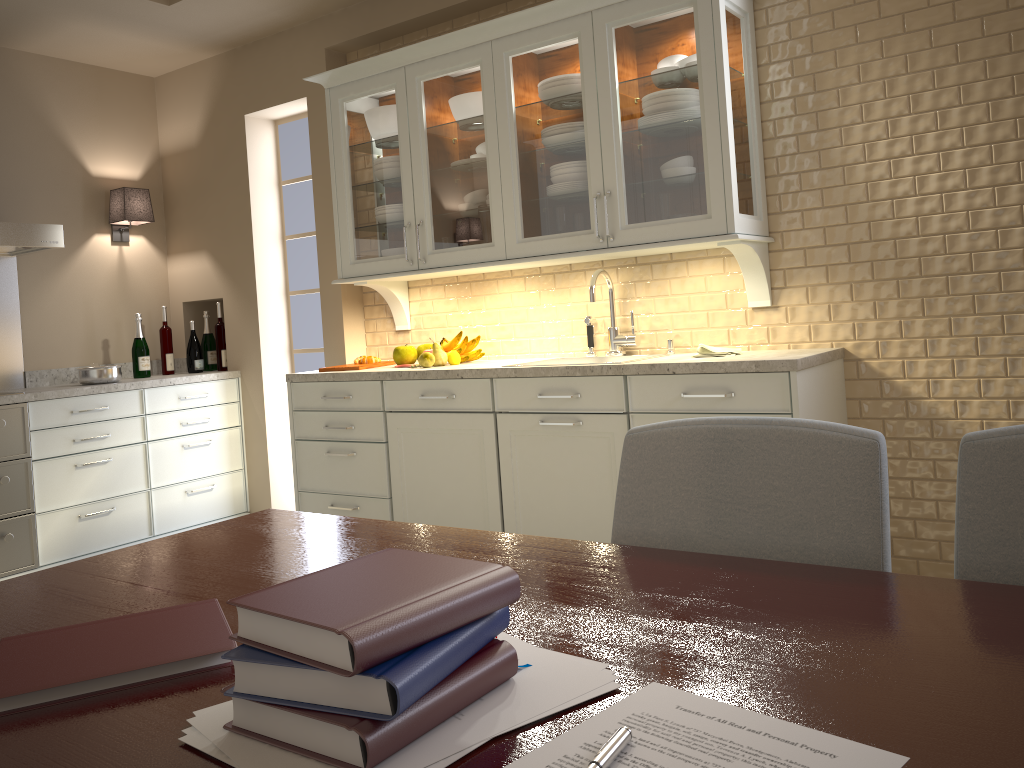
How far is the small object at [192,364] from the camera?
4.6 meters

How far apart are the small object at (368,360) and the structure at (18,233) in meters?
1.4 m

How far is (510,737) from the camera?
0.7 meters

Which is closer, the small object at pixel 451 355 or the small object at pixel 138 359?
the small object at pixel 451 355

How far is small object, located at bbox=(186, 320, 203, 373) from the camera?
4.6m

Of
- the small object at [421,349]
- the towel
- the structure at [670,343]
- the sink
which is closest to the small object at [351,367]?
the small object at [421,349]

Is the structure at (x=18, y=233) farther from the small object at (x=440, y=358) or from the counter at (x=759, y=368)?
the small object at (x=440, y=358)

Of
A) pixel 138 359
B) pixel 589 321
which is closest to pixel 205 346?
pixel 138 359

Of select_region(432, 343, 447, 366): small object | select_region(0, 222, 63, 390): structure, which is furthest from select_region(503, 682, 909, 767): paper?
select_region(0, 222, 63, 390): structure

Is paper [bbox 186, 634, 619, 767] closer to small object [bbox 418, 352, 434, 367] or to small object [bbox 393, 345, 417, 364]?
small object [bbox 418, 352, 434, 367]
